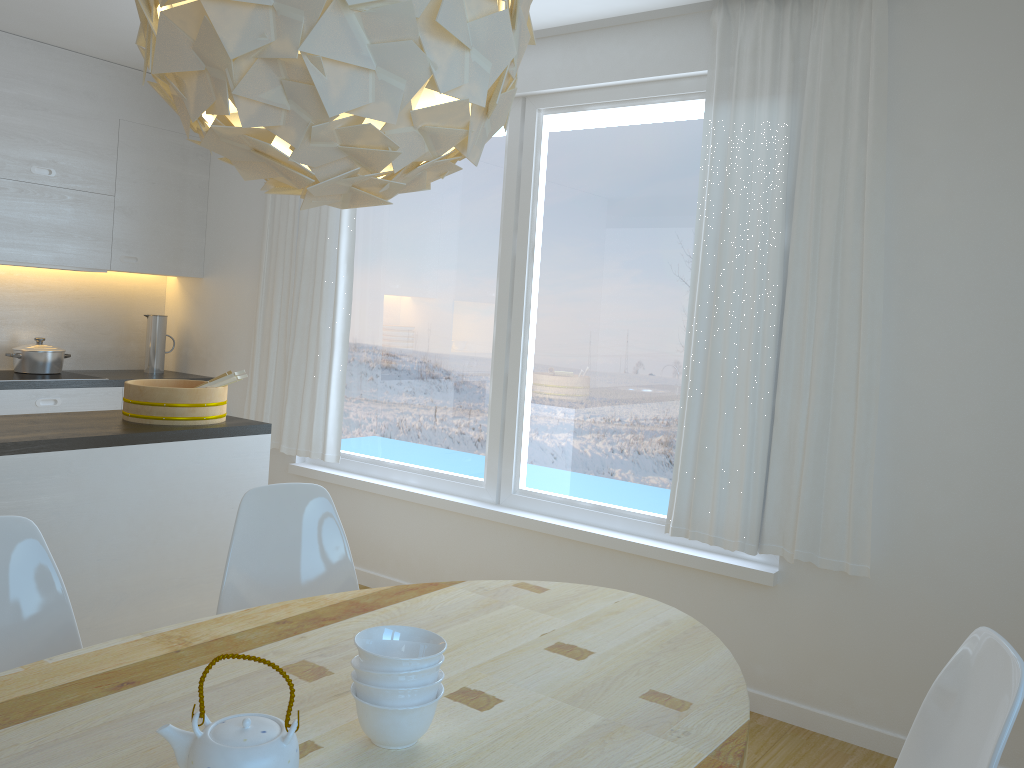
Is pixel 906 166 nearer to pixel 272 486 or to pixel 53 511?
pixel 272 486

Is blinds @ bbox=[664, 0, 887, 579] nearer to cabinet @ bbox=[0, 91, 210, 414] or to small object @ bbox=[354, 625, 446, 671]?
small object @ bbox=[354, 625, 446, 671]

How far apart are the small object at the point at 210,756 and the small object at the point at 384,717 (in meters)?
0.15

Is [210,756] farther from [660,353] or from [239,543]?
[660,353]

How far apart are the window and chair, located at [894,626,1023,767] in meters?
1.6 m

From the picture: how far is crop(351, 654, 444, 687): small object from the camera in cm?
140

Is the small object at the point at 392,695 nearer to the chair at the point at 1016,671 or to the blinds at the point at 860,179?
the chair at the point at 1016,671

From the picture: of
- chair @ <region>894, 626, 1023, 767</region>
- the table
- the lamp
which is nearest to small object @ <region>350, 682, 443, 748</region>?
the table

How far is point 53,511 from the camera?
2.8m

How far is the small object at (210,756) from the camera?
1.2 meters
